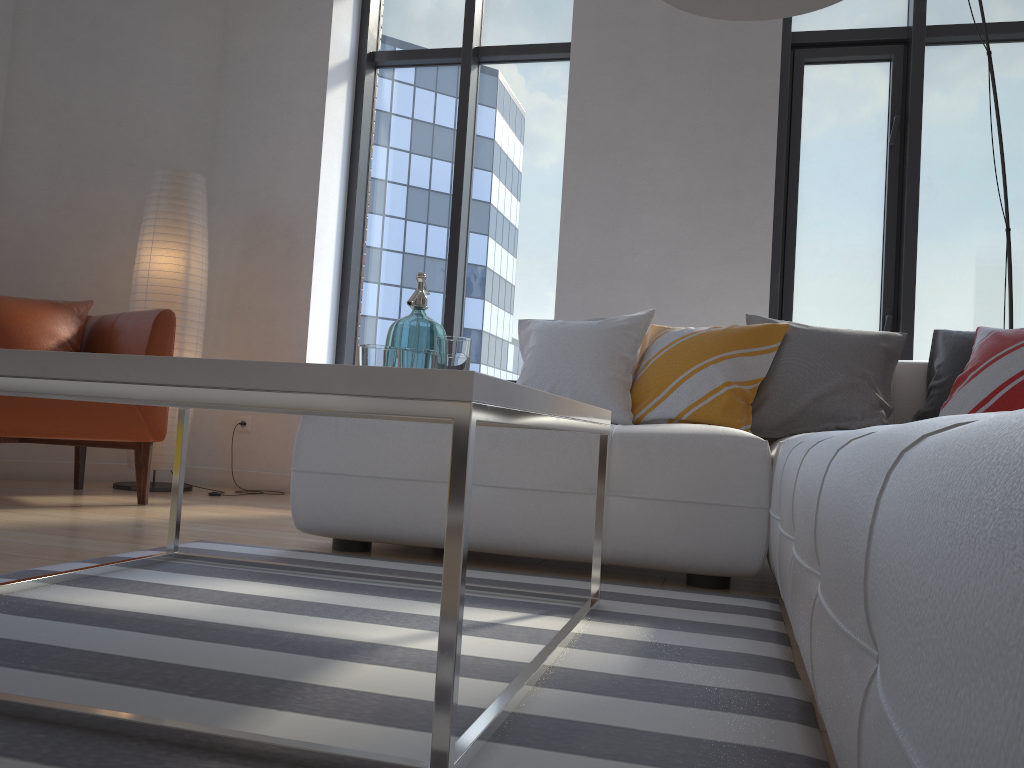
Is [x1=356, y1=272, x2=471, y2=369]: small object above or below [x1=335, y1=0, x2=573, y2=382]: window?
below

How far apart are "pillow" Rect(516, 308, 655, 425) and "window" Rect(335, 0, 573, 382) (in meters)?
1.38

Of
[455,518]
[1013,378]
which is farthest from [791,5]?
[455,518]

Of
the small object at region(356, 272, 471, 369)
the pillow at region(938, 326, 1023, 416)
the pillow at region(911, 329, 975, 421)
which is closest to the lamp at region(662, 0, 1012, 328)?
the small object at region(356, 272, 471, 369)

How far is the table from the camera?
0.93m

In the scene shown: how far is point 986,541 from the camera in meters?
0.4

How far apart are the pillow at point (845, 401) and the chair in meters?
2.3

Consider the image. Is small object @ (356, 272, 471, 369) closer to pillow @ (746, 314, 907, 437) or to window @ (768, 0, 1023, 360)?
pillow @ (746, 314, 907, 437)

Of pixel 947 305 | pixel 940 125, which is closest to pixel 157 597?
pixel 947 305

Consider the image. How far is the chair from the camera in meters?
3.2
